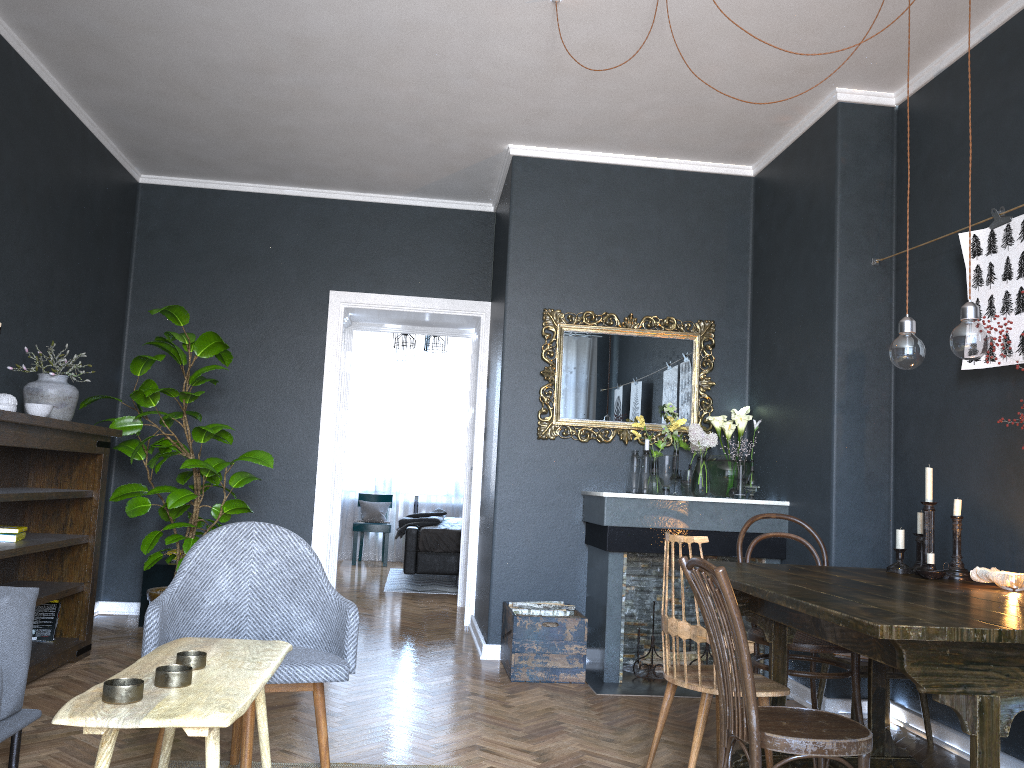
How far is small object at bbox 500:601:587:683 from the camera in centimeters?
444cm

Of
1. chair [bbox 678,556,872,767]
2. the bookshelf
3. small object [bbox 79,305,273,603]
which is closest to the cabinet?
small object [bbox 79,305,273,603]

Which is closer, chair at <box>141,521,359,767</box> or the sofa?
the sofa

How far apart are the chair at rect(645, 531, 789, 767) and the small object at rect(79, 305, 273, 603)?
2.6m

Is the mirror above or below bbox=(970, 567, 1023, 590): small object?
above

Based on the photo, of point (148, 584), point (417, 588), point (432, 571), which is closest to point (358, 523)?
point (417, 588)

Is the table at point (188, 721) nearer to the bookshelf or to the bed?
the bookshelf

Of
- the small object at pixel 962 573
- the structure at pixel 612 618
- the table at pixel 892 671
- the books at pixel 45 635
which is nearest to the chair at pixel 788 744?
the small object at pixel 962 573

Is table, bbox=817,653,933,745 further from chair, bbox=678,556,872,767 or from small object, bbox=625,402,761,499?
chair, bbox=678,556,872,767

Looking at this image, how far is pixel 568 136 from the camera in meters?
5.1
